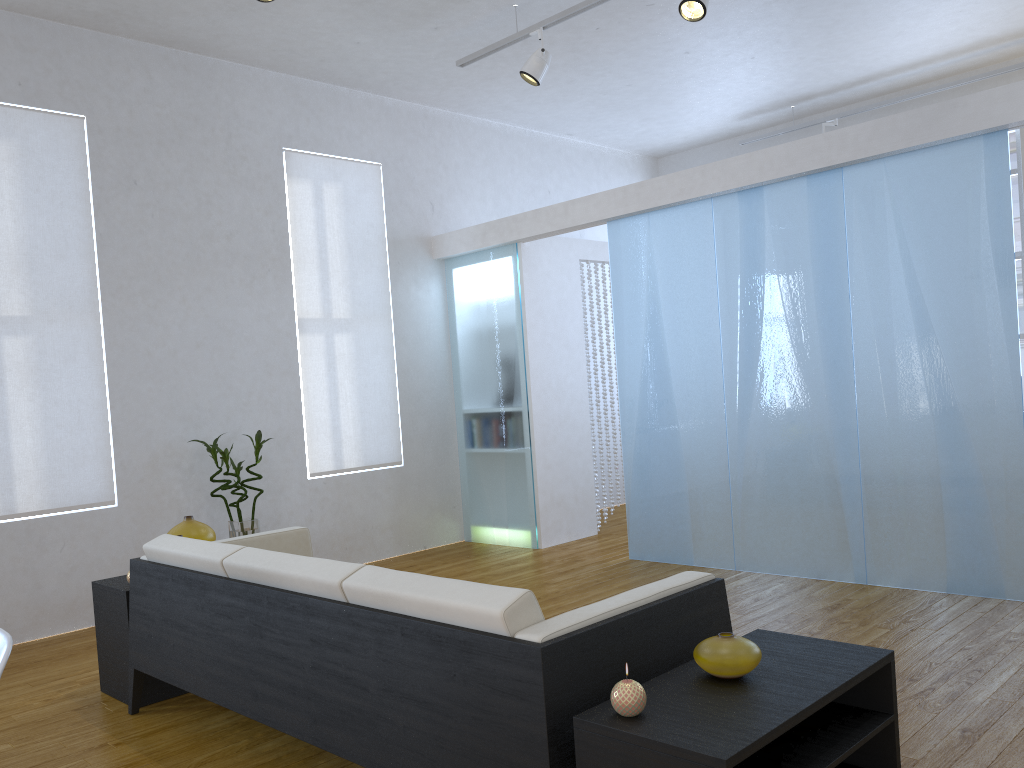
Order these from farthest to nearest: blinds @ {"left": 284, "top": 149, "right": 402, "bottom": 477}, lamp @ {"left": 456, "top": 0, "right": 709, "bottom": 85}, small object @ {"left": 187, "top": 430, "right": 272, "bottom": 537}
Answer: blinds @ {"left": 284, "top": 149, "right": 402, "bottom": 477} → small object @ {"left": 187, "top": 430, "right": 272, "bottom": 537} → lamp @ {"left": 456, "top": 0, "right": 709, "bottom": 85}

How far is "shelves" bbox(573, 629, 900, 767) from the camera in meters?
1.6 m

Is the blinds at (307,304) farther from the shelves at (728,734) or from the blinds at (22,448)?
the shelves at (728,734)

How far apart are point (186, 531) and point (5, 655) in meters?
2.1 m

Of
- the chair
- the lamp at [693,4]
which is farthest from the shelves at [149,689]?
the lamp at [693,4]

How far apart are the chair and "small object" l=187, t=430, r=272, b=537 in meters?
3.1

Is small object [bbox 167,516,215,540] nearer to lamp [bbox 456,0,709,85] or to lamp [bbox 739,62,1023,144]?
lamp [bbox 456,0,709,85]

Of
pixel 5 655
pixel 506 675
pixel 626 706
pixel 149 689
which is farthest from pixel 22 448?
pixel 626 706

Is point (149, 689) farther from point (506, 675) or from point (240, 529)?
point (506, 675)

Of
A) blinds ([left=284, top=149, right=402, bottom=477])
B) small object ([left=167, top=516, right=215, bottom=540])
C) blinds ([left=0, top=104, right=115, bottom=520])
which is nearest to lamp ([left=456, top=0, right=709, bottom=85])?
blinds ([left=284, top=149, right=402, bottom=477])
